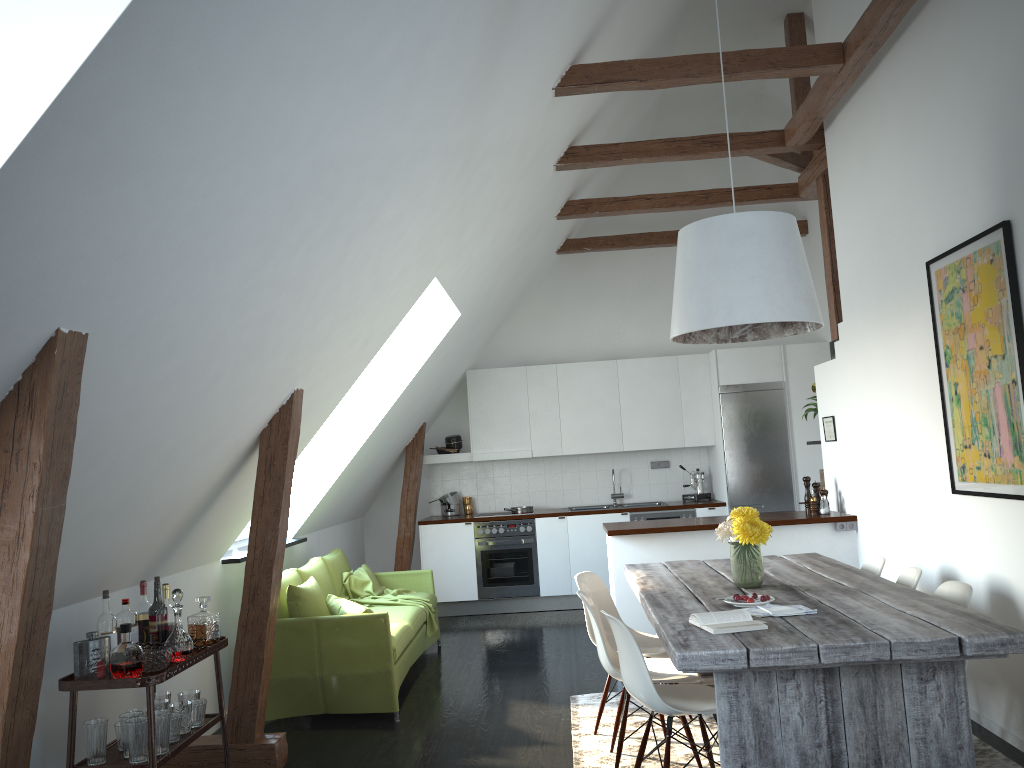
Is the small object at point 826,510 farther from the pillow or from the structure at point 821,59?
the pillow

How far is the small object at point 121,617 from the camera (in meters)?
3.63

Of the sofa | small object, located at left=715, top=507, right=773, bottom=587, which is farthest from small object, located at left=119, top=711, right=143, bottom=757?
small object, located at left=715, top=507, right=773, bottom=587

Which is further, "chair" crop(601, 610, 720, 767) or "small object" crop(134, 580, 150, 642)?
"small object" crop(134, 580, 150, 642)

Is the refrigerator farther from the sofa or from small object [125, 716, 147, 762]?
small object [125, 716, 147, 762]

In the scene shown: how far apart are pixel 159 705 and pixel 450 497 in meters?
5.3

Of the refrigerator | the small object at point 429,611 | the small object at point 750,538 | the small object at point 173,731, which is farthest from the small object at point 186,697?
the refrigerator

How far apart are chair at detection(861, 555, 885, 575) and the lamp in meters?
1.3

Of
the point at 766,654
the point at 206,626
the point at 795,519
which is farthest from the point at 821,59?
the point at 206,626

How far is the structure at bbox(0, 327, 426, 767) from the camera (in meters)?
2.31
